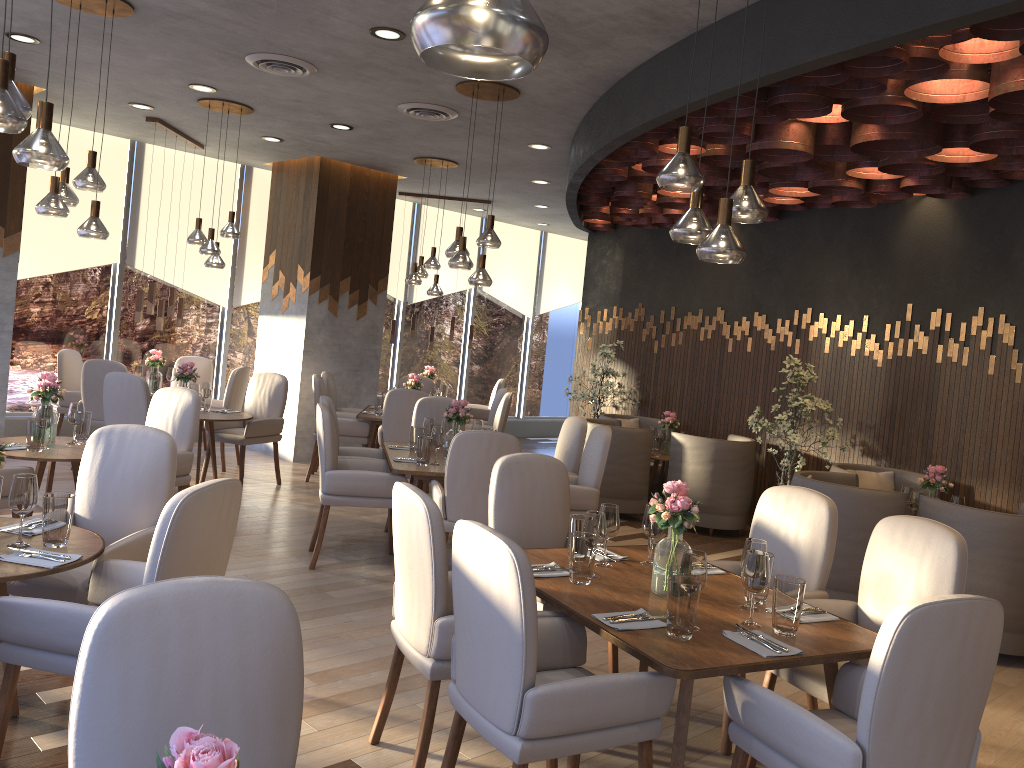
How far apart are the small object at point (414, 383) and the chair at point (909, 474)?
4.1m

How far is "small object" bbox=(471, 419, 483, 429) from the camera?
6.45m

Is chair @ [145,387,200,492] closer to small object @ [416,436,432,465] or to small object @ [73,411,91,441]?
small object @ [73,411,91,441]

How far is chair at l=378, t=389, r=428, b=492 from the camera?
7.7m

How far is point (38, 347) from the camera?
8.9 meters

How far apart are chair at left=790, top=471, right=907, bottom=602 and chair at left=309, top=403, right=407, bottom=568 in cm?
250

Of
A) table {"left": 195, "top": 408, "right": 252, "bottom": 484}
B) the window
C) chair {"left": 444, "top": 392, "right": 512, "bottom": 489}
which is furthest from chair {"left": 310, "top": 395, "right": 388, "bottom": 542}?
the window

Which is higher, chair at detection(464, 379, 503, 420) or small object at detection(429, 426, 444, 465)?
small object at detection(429, 426, 444, 465)

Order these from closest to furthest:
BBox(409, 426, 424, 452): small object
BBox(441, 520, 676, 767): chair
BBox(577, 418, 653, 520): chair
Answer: BBox(441, 520, 676, 767): chair → BBox(409, 426, 424, 452): small object → BBox(577, 418, 653, 520): chair

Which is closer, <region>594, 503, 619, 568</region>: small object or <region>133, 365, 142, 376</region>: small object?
<region>594, 503, 619, 568</region>: small object
